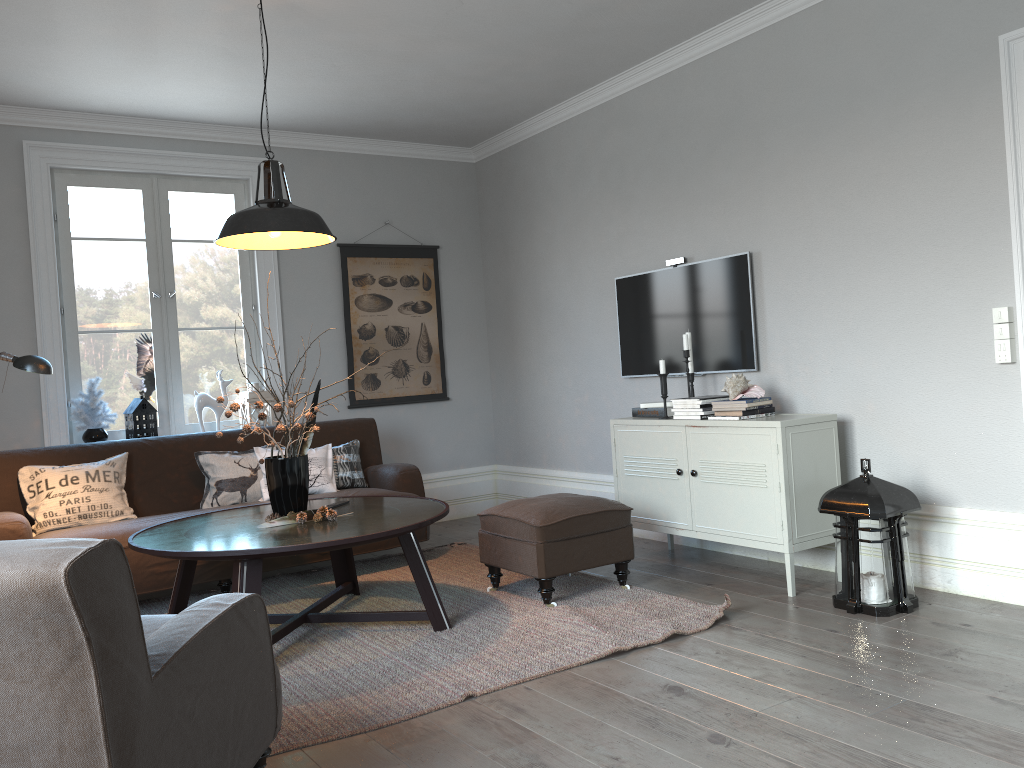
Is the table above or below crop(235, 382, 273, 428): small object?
below

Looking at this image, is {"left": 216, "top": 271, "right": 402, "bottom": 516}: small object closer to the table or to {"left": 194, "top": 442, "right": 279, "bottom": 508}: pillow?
the table

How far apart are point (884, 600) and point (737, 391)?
1.1 meters

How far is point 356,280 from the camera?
6.1 meters

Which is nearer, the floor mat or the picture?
the floor mat

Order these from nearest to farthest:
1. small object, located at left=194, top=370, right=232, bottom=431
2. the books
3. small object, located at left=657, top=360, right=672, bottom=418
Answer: small object, located at left=657, top=360, right=672, bottom=418
the books
small object, located at left=194, top=370, right=232, bottom=431

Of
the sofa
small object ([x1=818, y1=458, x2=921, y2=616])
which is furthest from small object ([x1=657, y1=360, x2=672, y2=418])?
the sofa

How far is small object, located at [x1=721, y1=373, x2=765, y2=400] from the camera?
4.1m

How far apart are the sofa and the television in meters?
1.4 m

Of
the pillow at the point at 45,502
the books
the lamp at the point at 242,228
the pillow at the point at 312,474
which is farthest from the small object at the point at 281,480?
the books
